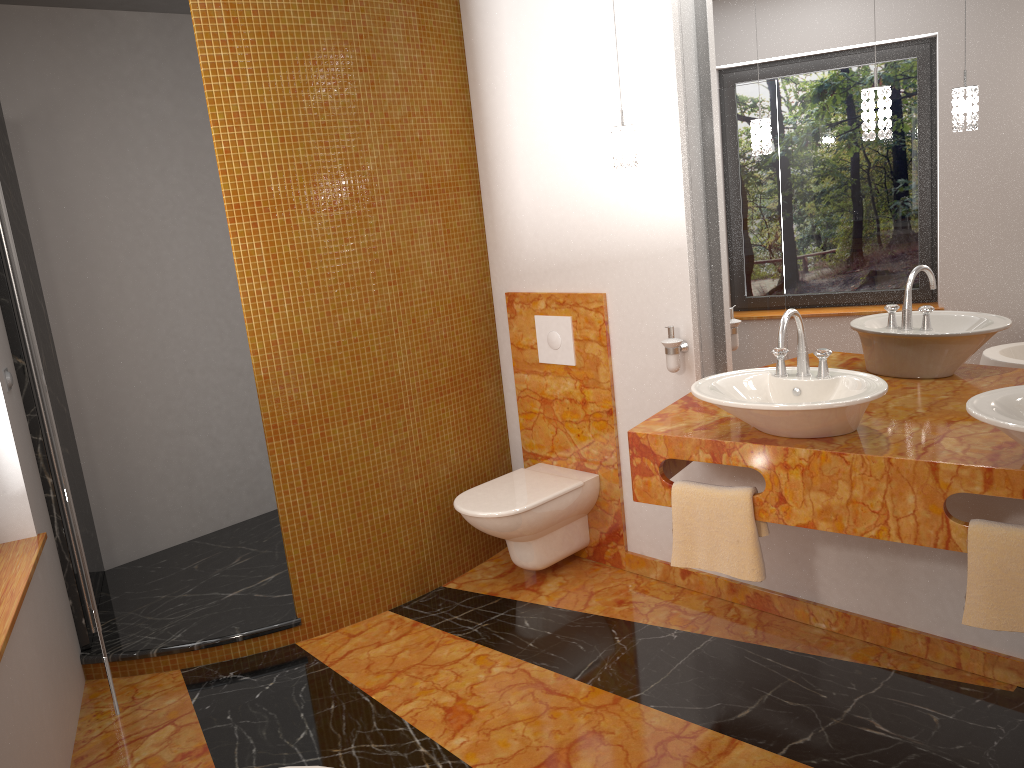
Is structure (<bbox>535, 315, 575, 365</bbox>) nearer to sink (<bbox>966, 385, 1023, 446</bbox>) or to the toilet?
the toilet

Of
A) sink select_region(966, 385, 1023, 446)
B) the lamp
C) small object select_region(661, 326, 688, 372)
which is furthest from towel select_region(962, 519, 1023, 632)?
small object select_region(661, 326, 688, 372)

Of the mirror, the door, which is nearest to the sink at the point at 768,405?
the mirror

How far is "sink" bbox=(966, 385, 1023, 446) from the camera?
1.97m

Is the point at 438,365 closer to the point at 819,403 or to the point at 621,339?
the point at 621,339

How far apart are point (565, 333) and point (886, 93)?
1.57m

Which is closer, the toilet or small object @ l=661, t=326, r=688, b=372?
small object @ l=661, t=326, r=688, b=372

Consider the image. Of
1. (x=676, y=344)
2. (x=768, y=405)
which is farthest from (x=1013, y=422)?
(x=676, y=344)

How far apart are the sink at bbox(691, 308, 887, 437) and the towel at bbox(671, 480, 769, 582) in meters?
0.2

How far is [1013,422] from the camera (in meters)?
1.97
